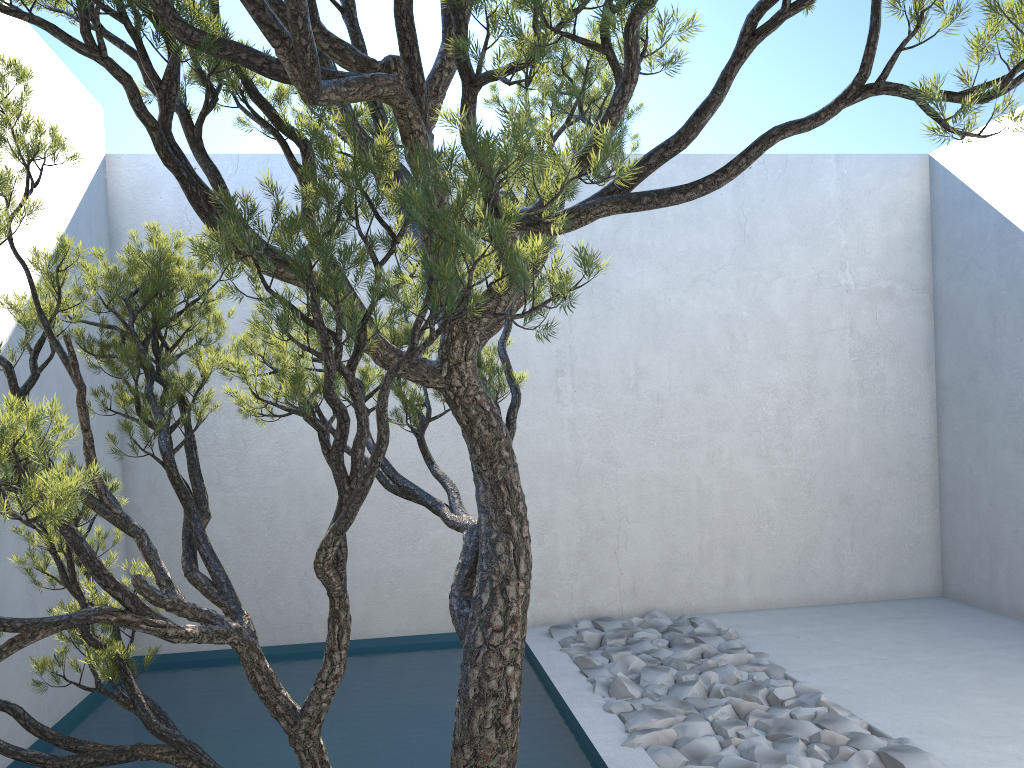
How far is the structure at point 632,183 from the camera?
1.40m

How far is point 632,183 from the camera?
1.4 meters

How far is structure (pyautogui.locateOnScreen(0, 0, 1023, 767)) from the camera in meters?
1.4
